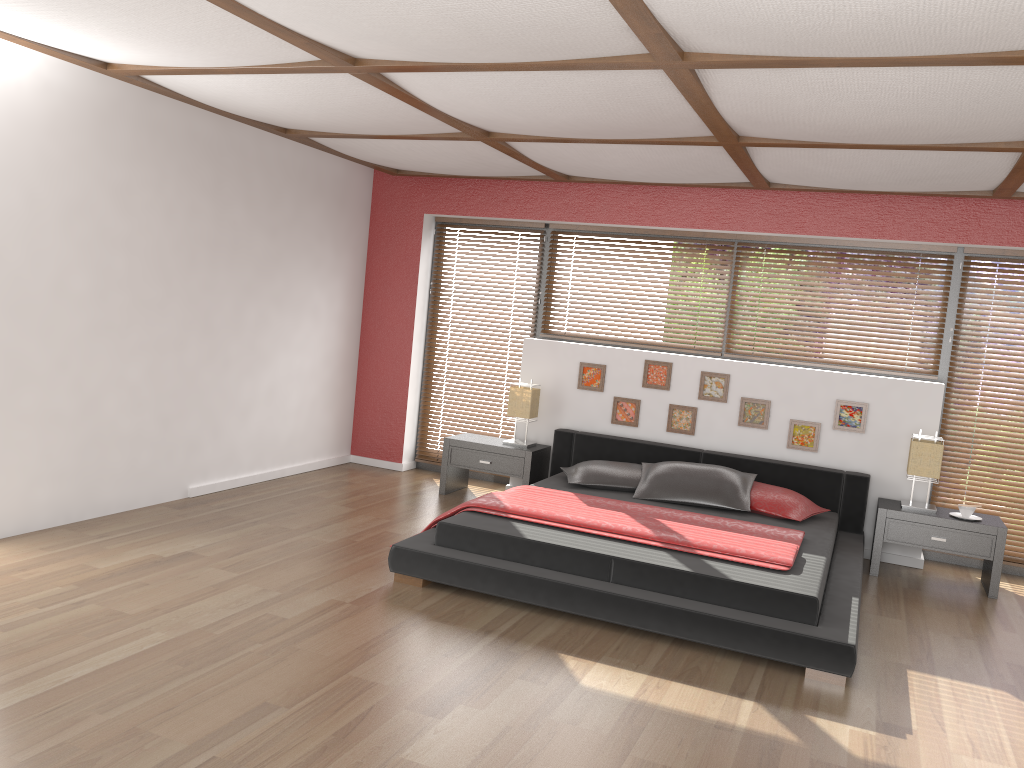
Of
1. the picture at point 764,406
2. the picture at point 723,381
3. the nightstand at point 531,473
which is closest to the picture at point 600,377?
the nightstand at point 531,473

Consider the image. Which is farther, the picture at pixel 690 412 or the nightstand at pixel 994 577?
the picture at pixel 690 412

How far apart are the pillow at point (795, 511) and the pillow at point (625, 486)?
0.7m

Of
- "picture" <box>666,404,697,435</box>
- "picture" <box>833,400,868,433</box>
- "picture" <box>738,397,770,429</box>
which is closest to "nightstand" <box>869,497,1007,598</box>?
"picture" <box>833,400,868,433</box>

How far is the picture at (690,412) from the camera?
6.27m

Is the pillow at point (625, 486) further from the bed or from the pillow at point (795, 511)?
the pillow at point (795, 511)

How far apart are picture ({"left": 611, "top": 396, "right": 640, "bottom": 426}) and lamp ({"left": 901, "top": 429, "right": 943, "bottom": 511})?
1.8m

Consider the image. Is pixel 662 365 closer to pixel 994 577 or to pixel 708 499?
pixel 708 499

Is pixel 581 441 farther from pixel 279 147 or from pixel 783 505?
pixel 279 147

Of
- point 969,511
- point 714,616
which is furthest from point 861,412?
point 714,616
